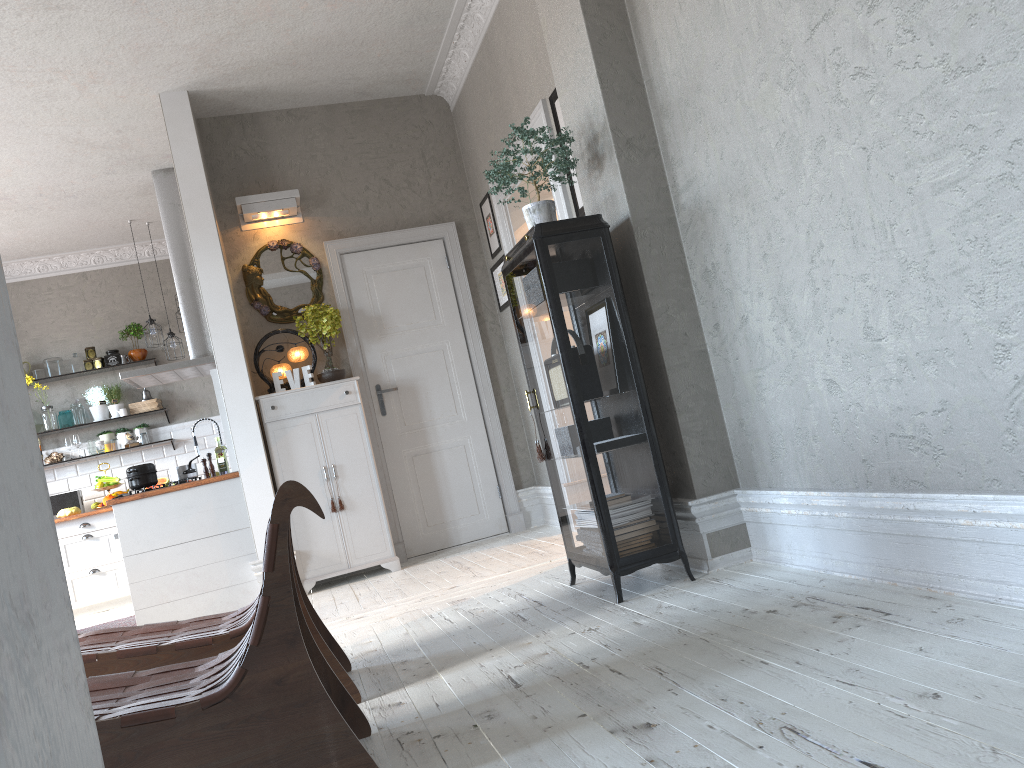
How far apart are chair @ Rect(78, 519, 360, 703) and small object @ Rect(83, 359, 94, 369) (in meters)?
6.13

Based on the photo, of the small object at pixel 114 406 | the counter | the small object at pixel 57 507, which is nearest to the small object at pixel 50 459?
the small object at pixel 57 507

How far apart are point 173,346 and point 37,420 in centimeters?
154cm

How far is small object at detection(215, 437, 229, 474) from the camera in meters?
6.2

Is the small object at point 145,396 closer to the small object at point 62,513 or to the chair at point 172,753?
the small object at point 62,513

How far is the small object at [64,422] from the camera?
8.4m

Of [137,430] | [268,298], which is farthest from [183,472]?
[137,430]

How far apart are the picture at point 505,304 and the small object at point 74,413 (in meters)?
4.51

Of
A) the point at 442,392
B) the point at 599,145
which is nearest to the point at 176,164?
the point at 442,392

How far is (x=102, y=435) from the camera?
8.5 meters
